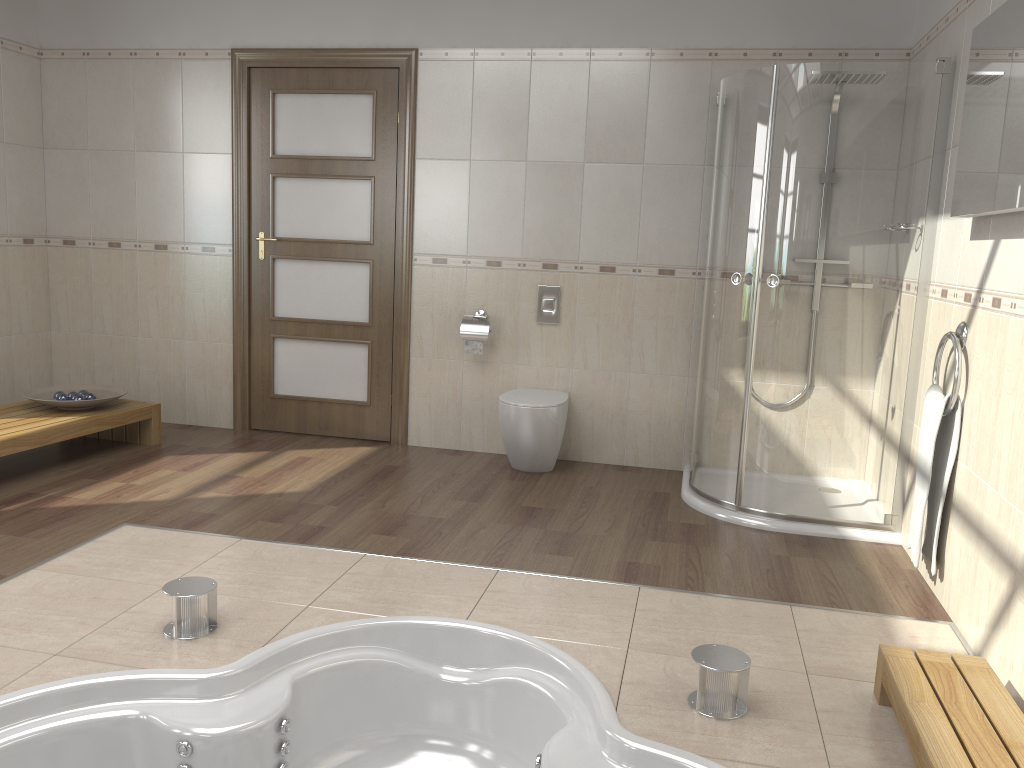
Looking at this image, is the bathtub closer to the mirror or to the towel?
the towel

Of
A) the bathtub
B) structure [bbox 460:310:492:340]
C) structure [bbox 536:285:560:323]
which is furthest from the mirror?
structure [bbox 460:310:492:340]

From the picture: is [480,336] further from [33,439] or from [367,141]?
[33,439]

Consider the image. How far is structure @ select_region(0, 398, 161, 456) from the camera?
4.0m

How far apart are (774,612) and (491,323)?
2.4 meters

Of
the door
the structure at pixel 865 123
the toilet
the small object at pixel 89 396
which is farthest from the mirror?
the small object at pixel 89 396

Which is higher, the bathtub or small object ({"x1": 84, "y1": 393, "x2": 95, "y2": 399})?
small object ({"x1": 84, "y1": 393, "x2": 95, "y2": 399})

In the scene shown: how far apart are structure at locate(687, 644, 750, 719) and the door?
3.0 meters

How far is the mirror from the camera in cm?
240

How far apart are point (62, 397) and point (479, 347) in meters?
2.1
